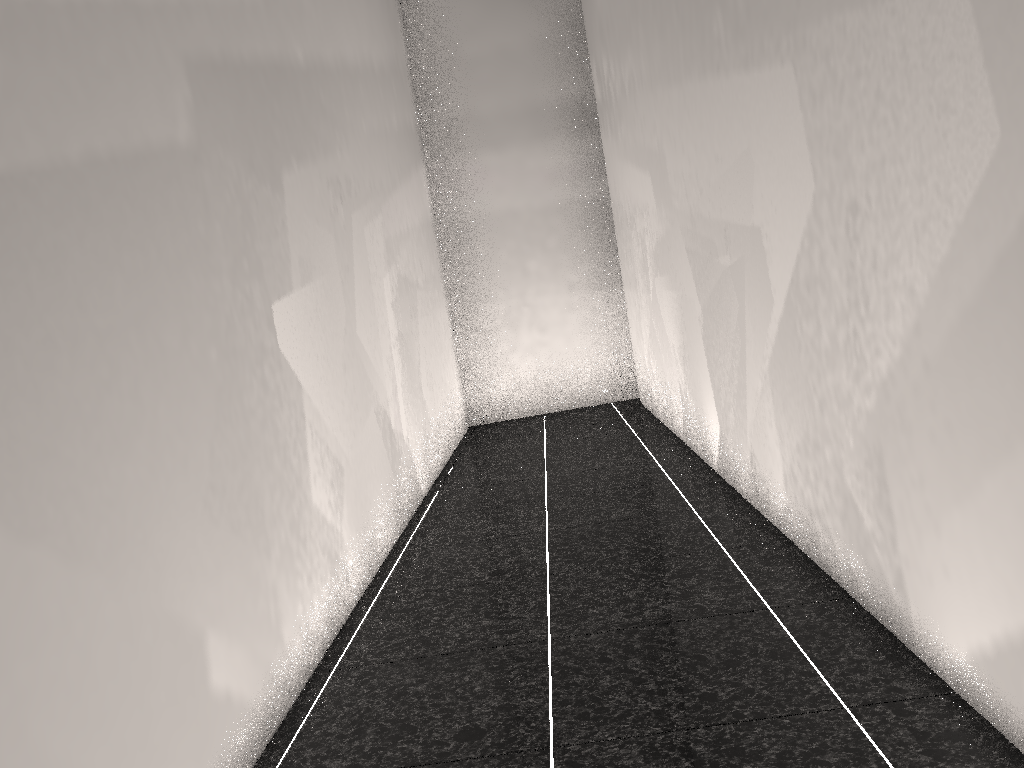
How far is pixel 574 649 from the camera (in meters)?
2.29
